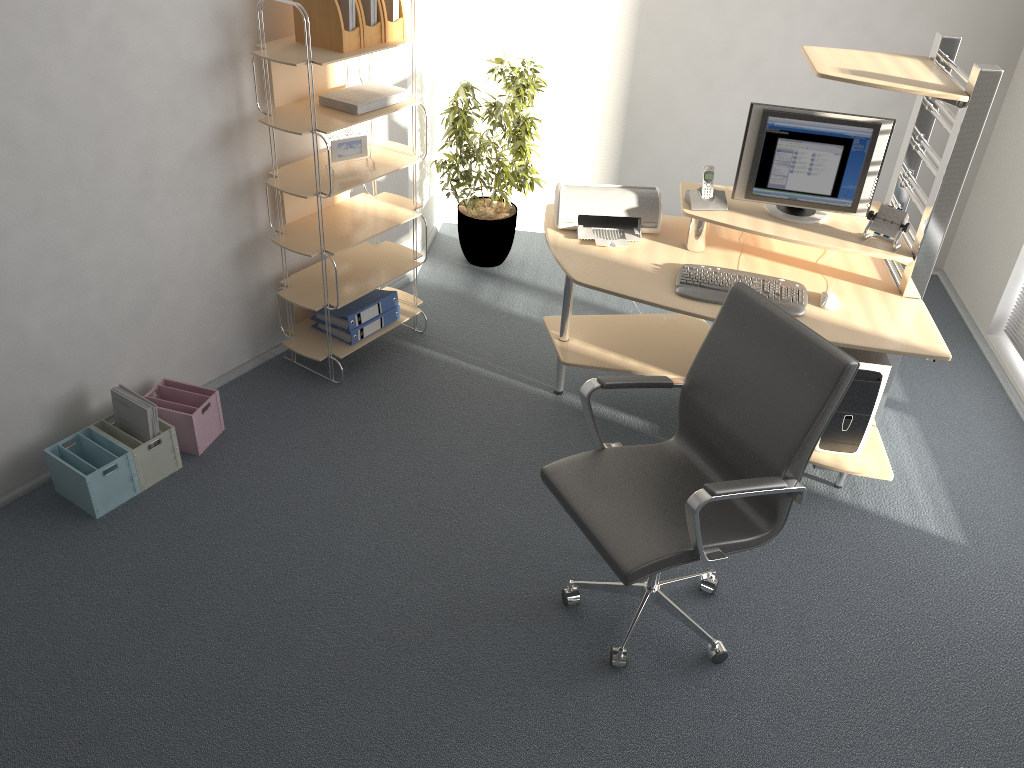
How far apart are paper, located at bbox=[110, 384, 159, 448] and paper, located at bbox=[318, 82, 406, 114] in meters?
1.4 m

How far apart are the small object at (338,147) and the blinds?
3.2 meters

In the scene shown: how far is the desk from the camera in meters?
3.0

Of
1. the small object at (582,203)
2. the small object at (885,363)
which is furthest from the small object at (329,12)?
the small object at (885,363)

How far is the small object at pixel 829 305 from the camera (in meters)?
3.20

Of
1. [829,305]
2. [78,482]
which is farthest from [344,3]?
[829,305]

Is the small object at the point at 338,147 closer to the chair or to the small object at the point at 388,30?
the small object at the point at 388,30

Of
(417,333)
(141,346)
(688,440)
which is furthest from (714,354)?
(141,346)

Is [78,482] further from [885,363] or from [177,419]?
[885,363]

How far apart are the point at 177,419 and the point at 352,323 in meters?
0.9
